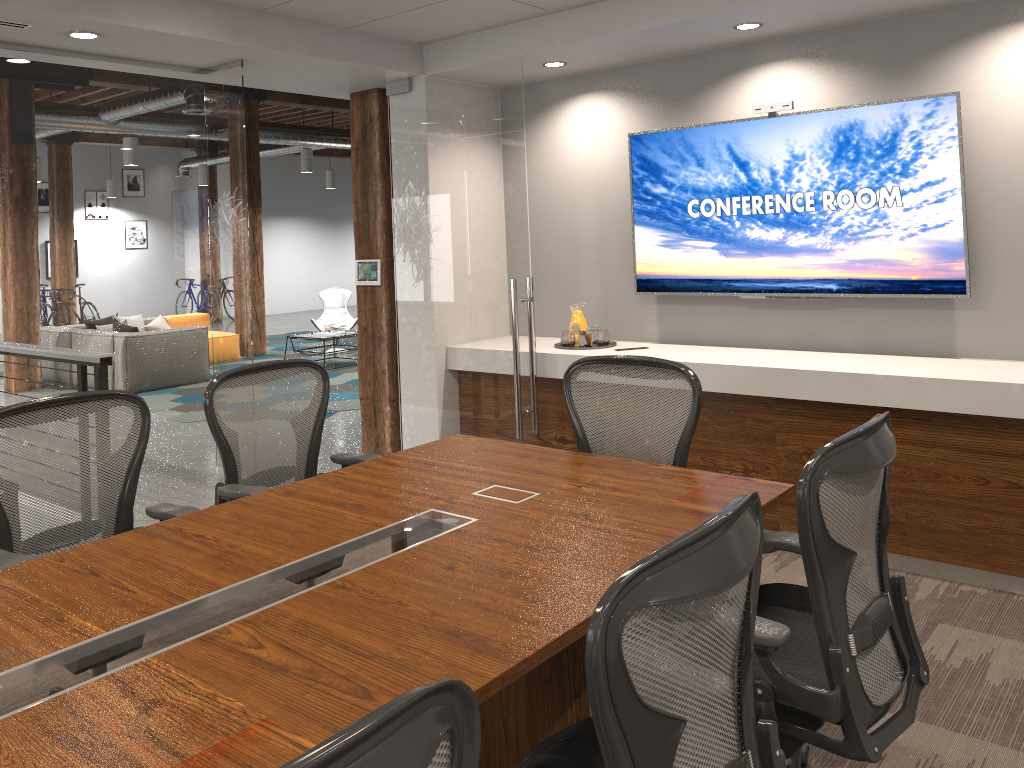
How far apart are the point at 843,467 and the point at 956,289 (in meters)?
2.85

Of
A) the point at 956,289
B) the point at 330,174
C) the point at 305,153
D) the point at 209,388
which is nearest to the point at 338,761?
the point at 209,388

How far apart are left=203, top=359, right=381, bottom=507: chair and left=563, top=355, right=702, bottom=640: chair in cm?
87

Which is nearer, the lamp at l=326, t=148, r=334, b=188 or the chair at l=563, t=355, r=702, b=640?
the chair at l=563, t=355, r=702, b=640

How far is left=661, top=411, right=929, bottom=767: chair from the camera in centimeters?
194cm

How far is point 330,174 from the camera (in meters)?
18.97

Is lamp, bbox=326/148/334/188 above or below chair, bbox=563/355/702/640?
above

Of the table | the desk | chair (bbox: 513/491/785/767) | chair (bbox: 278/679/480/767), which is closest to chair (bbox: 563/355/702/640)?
the desk

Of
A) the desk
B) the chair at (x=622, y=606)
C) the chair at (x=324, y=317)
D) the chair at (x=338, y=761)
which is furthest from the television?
the chair at (x=324, y=317)

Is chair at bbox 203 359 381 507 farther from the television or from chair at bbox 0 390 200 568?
the television
